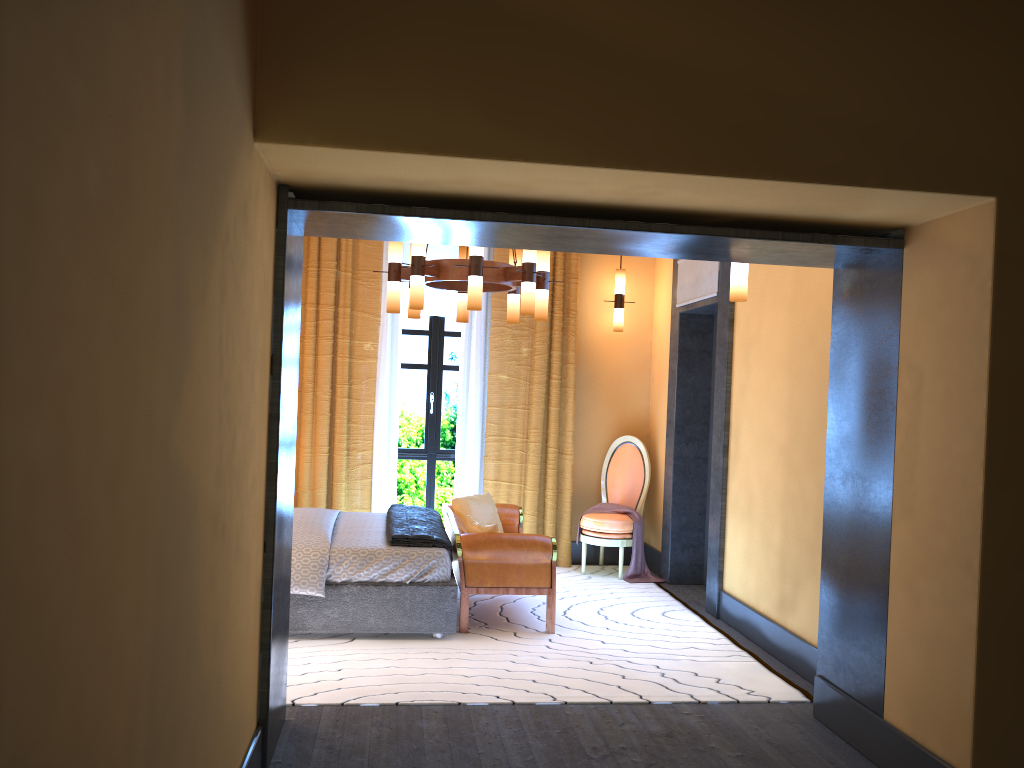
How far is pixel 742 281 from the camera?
4.5 meters

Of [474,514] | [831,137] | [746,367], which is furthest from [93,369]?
[474,514]

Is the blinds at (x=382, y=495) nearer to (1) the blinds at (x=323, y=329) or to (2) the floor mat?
(1) the blinds at (x=323, y=329)

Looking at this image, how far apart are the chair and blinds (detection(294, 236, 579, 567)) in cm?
29

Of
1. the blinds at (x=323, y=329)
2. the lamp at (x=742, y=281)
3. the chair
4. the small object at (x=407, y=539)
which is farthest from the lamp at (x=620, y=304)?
the lamp at (x=742, y=281)

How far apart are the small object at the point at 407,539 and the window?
1.35m

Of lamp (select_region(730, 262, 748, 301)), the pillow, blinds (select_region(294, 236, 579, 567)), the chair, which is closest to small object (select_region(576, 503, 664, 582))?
the chair

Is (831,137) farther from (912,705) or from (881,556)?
(912,705)

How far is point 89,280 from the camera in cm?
133

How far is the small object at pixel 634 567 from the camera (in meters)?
7.11
